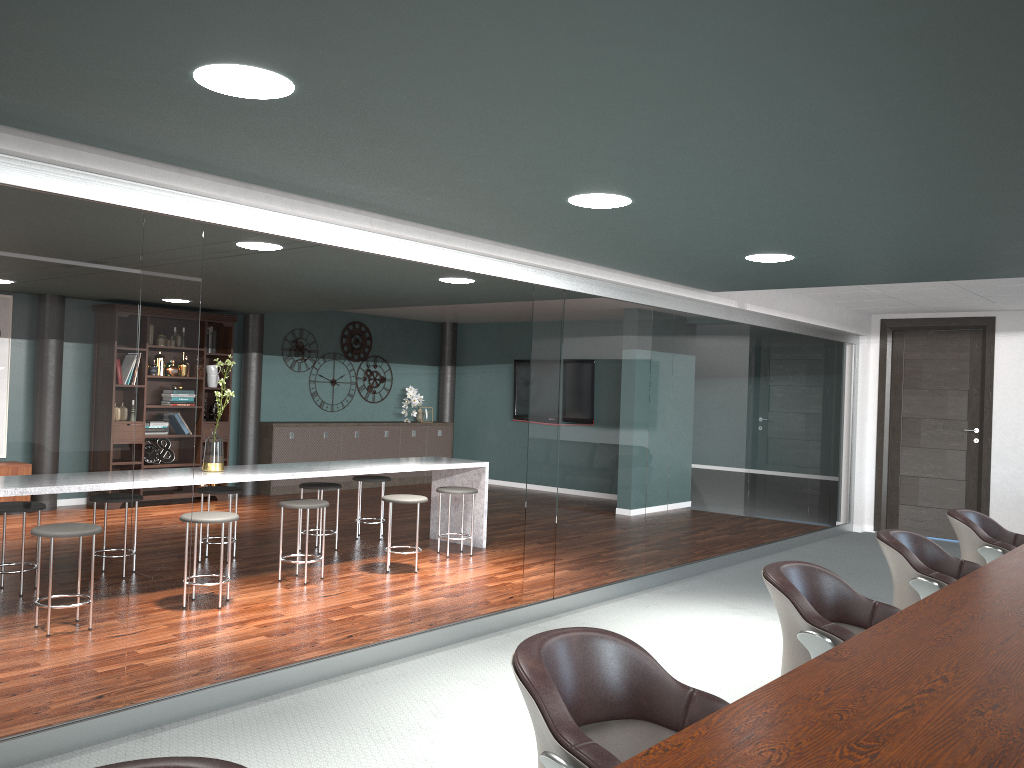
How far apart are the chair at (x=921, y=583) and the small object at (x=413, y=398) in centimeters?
862cm

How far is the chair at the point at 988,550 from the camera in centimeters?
418cm

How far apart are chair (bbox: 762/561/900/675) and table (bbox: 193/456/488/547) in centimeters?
362cm

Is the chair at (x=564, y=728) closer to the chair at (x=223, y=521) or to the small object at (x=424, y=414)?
the chair at (x=223, y=521)

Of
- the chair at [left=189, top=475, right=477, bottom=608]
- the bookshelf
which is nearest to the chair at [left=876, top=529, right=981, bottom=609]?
the chair at [left=189, top=475, right=477, bottom=608]

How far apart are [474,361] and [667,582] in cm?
677

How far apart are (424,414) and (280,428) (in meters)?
2.40

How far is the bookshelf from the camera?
9.3 meters

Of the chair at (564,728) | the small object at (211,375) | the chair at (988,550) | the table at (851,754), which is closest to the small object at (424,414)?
the small object at (211,375)

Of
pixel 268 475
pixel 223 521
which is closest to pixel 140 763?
pixel 223 521
